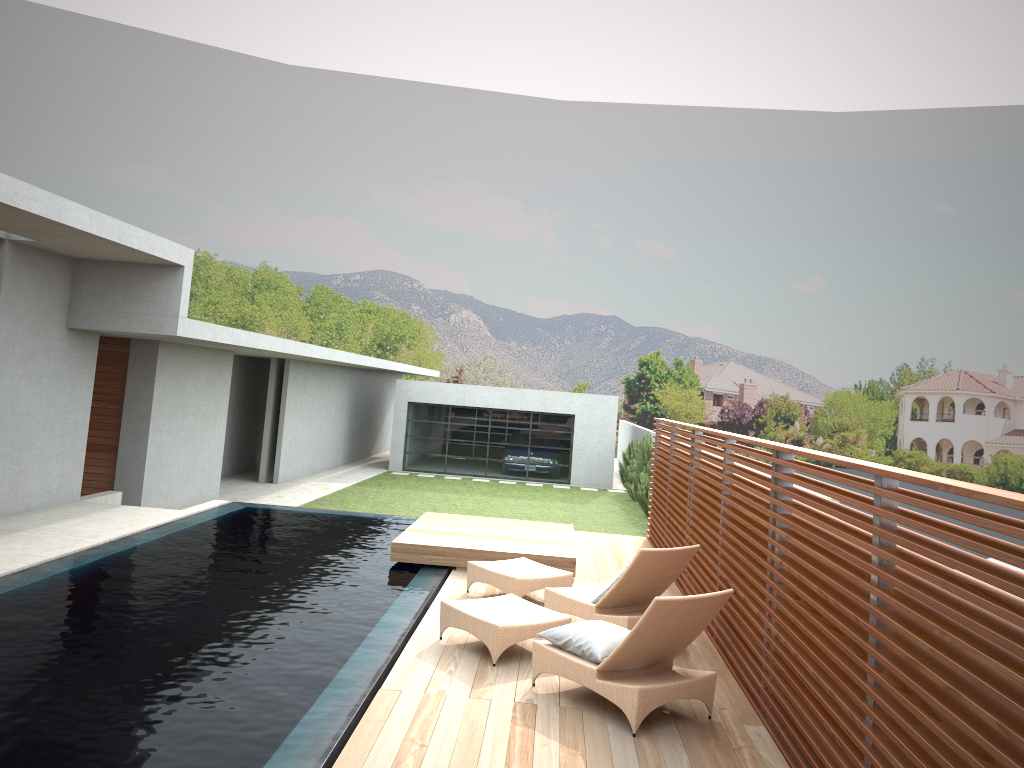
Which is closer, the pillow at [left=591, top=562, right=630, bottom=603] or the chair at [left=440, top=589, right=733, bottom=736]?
the chair at [left=440, top=589, right=733, bottom=736]

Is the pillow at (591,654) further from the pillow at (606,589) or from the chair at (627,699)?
the pillow at (606,589)

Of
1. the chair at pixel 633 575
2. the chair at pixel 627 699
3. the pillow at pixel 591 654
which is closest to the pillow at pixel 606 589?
the chair at pixel 633 575

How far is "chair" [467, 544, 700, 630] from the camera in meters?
7.1

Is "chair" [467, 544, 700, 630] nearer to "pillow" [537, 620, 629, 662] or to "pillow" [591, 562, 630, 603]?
"pillow" [591, 562, 630, 603]

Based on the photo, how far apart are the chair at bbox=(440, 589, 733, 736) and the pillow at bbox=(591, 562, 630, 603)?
0.6 meters

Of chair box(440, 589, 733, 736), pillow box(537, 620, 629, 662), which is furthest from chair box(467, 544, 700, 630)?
pillow box(537, 620, 629, 662)

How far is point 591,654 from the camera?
5.75m

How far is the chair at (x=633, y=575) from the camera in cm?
711

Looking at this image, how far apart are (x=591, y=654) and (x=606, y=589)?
1.6m
